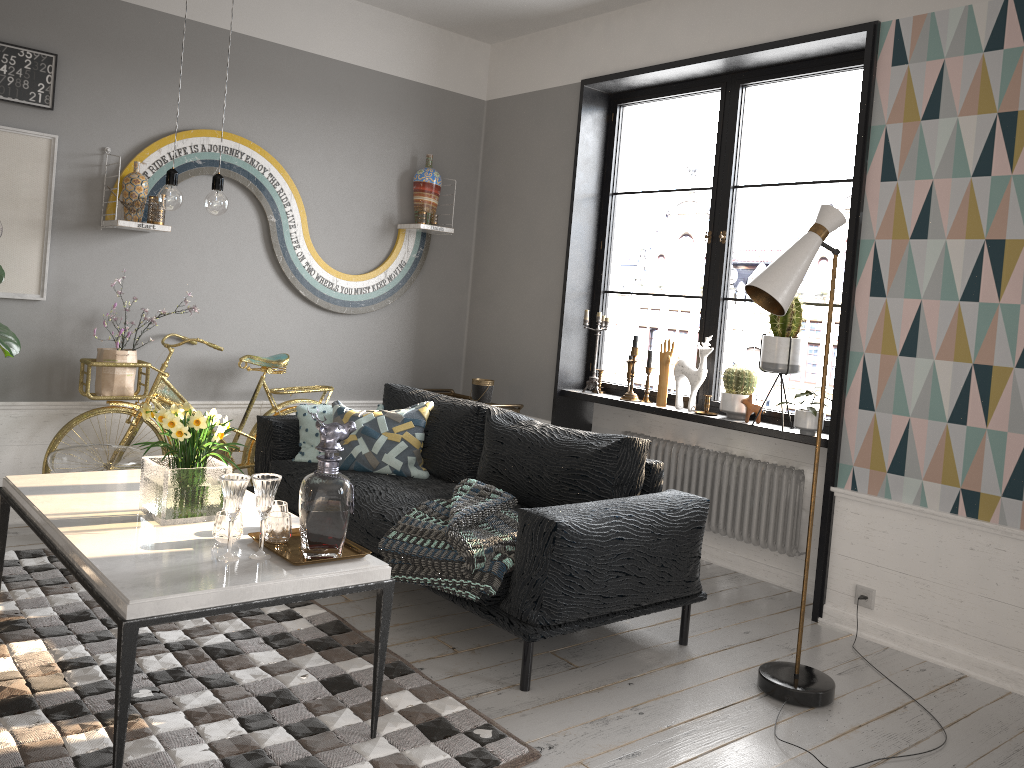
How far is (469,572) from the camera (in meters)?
3.06

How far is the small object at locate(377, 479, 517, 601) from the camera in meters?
3.1

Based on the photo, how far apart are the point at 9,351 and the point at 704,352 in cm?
327

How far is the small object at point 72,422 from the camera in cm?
427

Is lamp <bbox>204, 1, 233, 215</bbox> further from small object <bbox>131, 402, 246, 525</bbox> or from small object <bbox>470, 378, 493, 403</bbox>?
small object <bbox>470, 378, 493, 403</bbox>

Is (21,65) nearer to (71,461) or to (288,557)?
(71,461)

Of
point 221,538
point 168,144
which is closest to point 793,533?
point 221,538

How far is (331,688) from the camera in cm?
285

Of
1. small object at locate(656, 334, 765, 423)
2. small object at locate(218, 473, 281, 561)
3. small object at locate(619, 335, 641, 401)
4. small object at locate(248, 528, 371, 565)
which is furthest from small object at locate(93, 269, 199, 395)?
small object at locate(656, 334, 765, 423)

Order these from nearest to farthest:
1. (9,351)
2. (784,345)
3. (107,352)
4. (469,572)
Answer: (469,572) < (9,351) < (784,345) < (107,352)
